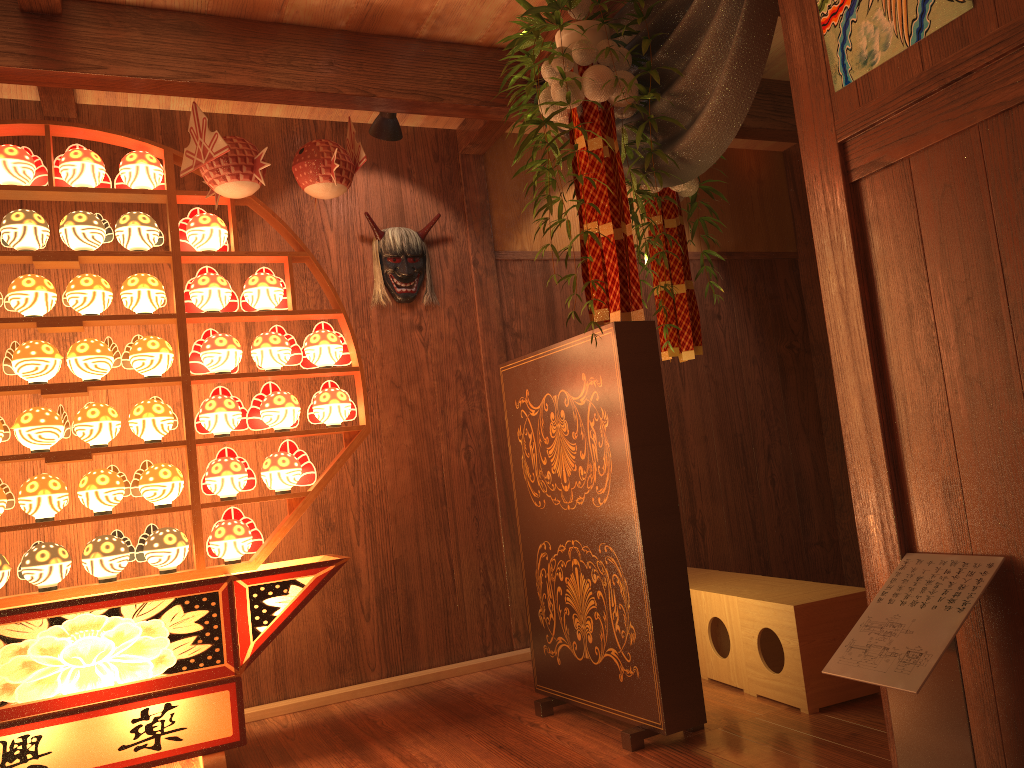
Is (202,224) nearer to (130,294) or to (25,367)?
(130,294)

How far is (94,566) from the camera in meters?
2.9

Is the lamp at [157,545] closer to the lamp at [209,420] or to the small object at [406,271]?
the lamp at [209,420]

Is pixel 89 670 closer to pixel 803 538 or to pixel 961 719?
pixel 961 719

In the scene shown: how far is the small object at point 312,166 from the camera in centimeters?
310cm

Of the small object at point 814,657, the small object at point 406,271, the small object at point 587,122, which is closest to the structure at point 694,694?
the small object at point 587,122

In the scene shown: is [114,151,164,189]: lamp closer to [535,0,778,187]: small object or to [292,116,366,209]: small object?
[292,116,366,209]: small object

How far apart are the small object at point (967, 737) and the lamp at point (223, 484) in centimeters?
211cm

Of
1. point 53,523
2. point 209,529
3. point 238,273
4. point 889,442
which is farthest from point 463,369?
point 889,442

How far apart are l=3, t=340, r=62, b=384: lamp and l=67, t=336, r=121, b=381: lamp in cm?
3
